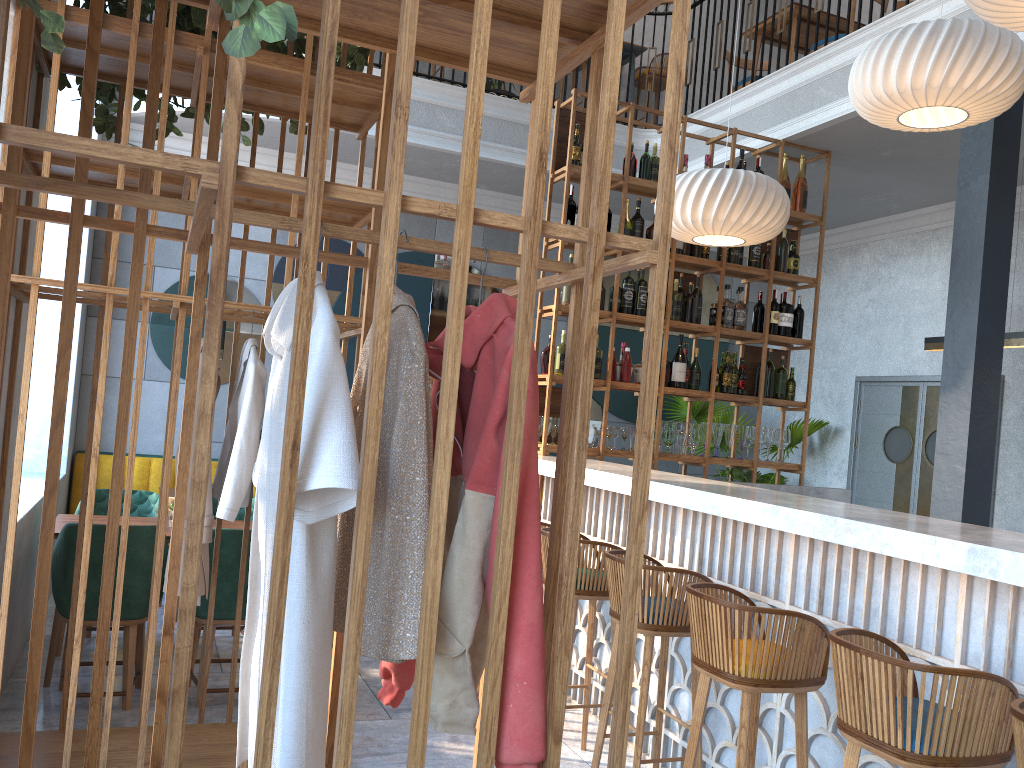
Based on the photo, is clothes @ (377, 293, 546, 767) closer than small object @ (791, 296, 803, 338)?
Yes

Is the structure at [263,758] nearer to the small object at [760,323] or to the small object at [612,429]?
the small object at [612,429]

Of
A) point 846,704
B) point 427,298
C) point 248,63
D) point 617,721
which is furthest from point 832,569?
point 427,298

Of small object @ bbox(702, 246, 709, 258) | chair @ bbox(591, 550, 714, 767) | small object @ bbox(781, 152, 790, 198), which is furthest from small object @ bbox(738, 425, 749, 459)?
chair @ bbox(591, 550, 714, 767)

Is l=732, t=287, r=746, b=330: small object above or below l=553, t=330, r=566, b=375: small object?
above

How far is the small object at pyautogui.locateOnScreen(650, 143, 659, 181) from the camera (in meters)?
5.70

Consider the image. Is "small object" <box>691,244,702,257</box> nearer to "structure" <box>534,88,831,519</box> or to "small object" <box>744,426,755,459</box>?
"structure" <box>534,88,831,519</box>

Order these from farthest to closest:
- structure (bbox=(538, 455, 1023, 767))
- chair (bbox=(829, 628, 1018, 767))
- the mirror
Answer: the mirror < structure (bbox=(538, 455, 1023, 767)) < chair (bbox=(829, 628, 1018, 767))

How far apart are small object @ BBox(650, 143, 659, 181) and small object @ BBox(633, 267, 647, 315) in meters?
0.7

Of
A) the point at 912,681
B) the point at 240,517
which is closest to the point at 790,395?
the point at 240,517
